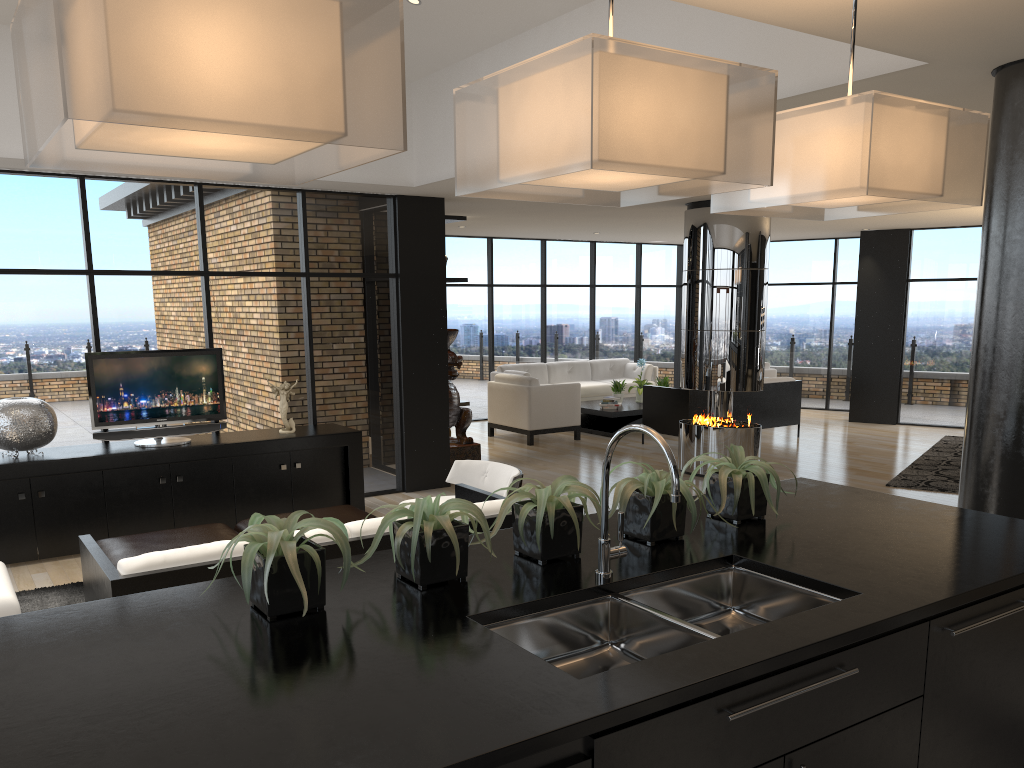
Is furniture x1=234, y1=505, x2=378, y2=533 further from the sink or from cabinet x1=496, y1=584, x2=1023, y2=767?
cabinet x1=496, y1=584, x2=1023, y2=767

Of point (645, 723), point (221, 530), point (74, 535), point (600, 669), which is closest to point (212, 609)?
point (600, 669)

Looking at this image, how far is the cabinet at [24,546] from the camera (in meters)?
6.07

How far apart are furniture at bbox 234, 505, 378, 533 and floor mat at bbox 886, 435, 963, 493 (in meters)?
5.49

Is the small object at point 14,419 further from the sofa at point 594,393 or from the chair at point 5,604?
the sofa at point 594,393

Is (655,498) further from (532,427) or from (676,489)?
(532,427)

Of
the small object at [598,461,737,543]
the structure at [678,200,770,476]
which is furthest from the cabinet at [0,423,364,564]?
the small object at [598,461,737,543]

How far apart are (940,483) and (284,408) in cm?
618

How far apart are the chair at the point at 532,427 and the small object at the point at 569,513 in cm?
838

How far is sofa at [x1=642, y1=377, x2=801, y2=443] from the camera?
A: 10.55m
